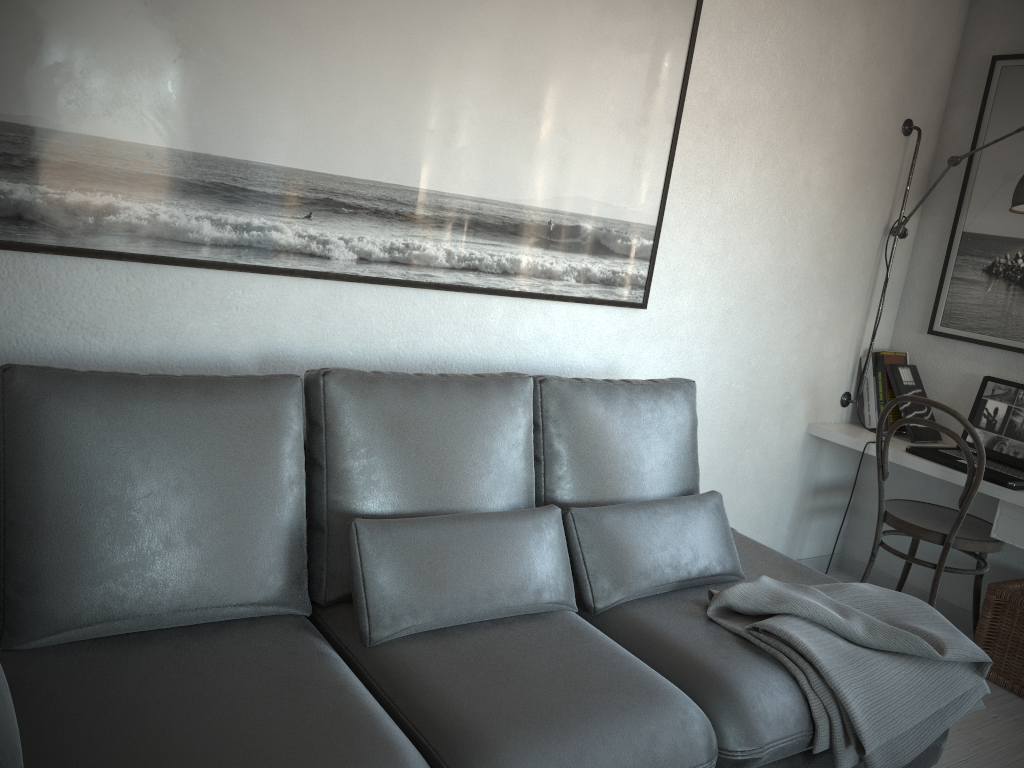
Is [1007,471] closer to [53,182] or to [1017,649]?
[1017,649]

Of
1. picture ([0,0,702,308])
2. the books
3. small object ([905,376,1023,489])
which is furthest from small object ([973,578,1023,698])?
picture ([0,0,702,308])

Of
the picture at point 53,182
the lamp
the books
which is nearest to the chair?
the books

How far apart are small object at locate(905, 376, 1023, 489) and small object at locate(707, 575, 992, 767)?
0.9 meters

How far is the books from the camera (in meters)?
3.49

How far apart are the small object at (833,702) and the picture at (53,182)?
0.98m

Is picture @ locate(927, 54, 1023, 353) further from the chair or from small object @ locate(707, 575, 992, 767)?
small object @ locate(707, 575, 992, 767)

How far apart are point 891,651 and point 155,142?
2.1m

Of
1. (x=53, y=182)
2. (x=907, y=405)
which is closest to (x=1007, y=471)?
(x=907, y=405)

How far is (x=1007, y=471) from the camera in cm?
308
